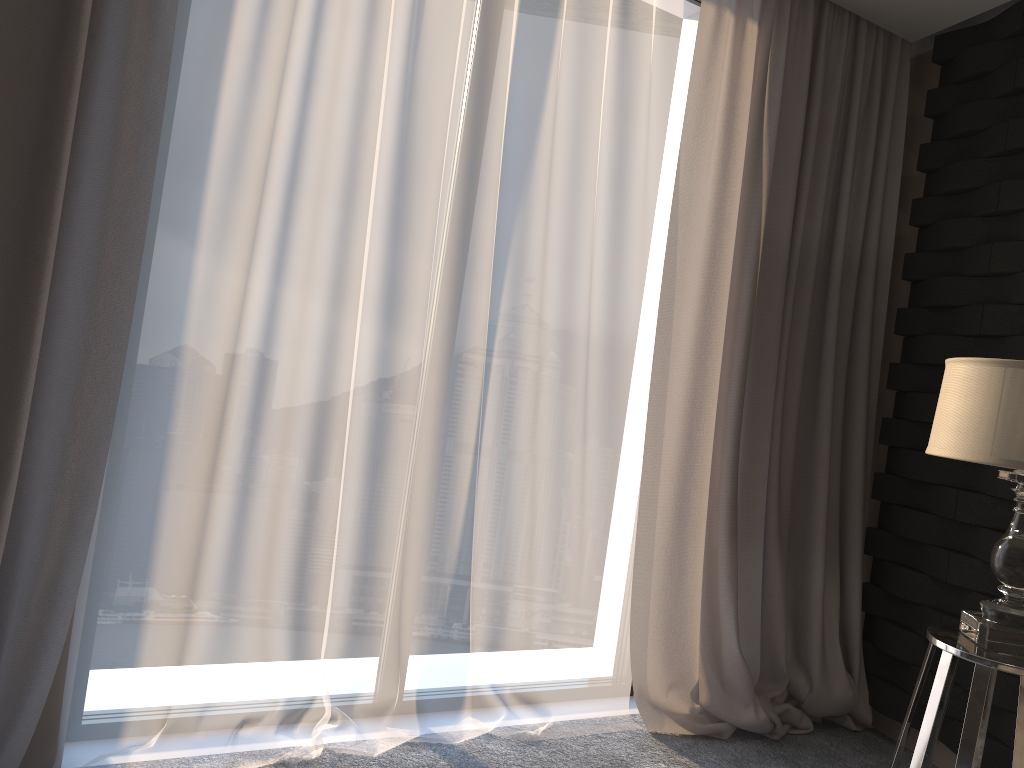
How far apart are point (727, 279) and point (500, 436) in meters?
0.9 m

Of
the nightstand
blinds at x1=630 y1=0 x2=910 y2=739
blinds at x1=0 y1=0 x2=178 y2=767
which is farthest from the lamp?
blinds at x1=0 y1=0 x2=178 y2=767

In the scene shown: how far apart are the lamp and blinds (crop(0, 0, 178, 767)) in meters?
1.8 m

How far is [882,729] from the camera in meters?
3.0

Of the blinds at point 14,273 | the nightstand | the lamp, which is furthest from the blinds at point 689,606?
the blinds at point 14,273

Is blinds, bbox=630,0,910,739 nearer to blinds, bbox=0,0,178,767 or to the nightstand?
the nightstand

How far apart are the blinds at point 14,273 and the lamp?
1.8 meters

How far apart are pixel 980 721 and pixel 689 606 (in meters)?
1.06

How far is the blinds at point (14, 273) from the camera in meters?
1.9 m

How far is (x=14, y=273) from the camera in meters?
1.9
